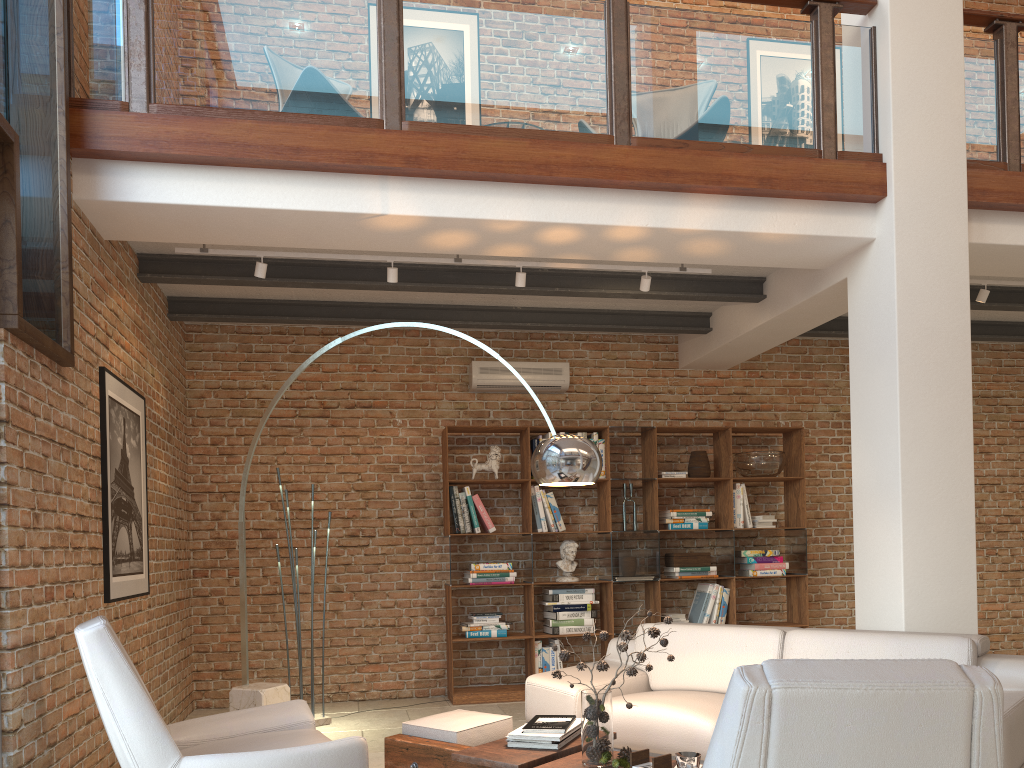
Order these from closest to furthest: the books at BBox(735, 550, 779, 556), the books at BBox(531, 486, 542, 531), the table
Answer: the table → the books at BBox(531, 486, 542, 531) → the books at BBox(735, 550, 779, 556)

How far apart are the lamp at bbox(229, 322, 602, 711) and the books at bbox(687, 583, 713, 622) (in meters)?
3.59

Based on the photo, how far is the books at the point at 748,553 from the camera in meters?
7.3 m

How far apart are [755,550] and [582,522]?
1.45m

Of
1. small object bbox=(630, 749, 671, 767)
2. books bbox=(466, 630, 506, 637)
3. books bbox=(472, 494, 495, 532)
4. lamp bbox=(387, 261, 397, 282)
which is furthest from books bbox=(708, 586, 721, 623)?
small object bbox=(630, 749, 671, 767)

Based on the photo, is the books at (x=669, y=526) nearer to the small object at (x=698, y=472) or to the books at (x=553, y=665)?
the small object at (x=698, y=472)

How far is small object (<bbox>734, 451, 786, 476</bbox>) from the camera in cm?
728

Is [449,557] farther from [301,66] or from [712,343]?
[301,66]

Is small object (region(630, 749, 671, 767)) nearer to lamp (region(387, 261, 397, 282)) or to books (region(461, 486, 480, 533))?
lamp (region(387, 261, 397, 282))

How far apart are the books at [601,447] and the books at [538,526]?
0.8 meters
